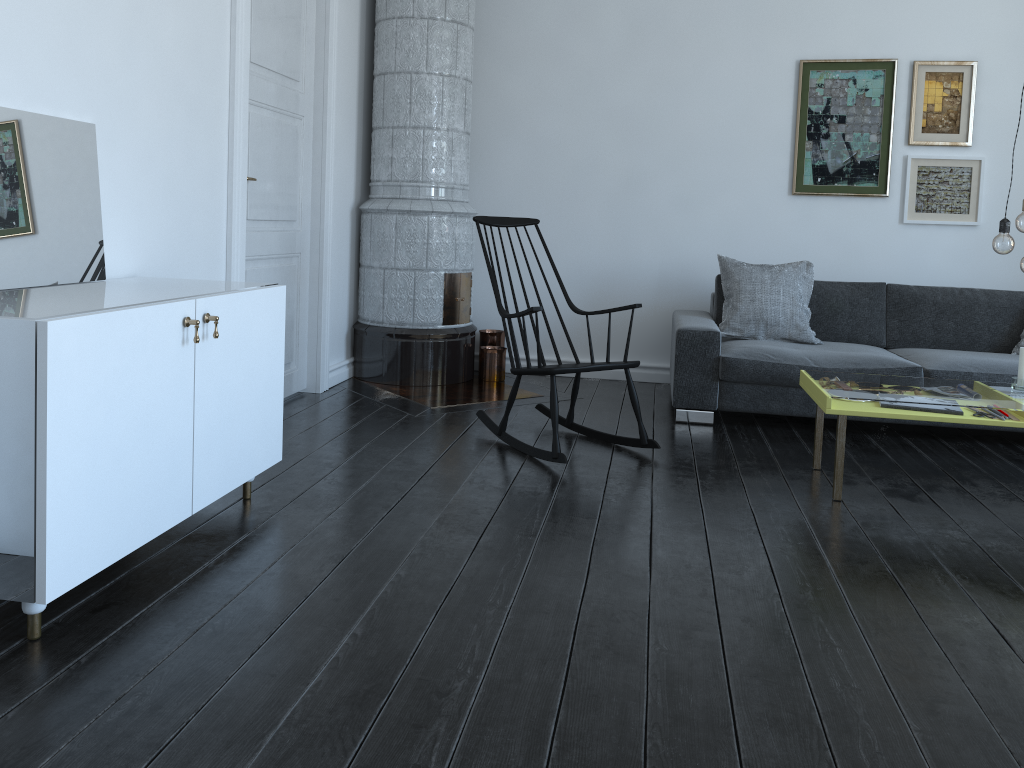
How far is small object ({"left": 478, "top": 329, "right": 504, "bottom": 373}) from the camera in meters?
5.5

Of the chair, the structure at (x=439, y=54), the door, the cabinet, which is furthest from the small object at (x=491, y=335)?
the cabinet

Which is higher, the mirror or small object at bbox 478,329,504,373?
the mirror

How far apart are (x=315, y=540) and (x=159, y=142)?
1.6 meters

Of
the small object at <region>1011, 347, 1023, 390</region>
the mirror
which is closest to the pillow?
the small object at <region>1011, 347, 1023, 390</region>

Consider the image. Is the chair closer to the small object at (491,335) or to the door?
the door

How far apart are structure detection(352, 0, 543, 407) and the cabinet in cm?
151

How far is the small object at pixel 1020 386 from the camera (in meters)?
3.45

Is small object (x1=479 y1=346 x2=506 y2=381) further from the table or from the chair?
the table

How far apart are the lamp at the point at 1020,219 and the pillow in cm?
157
